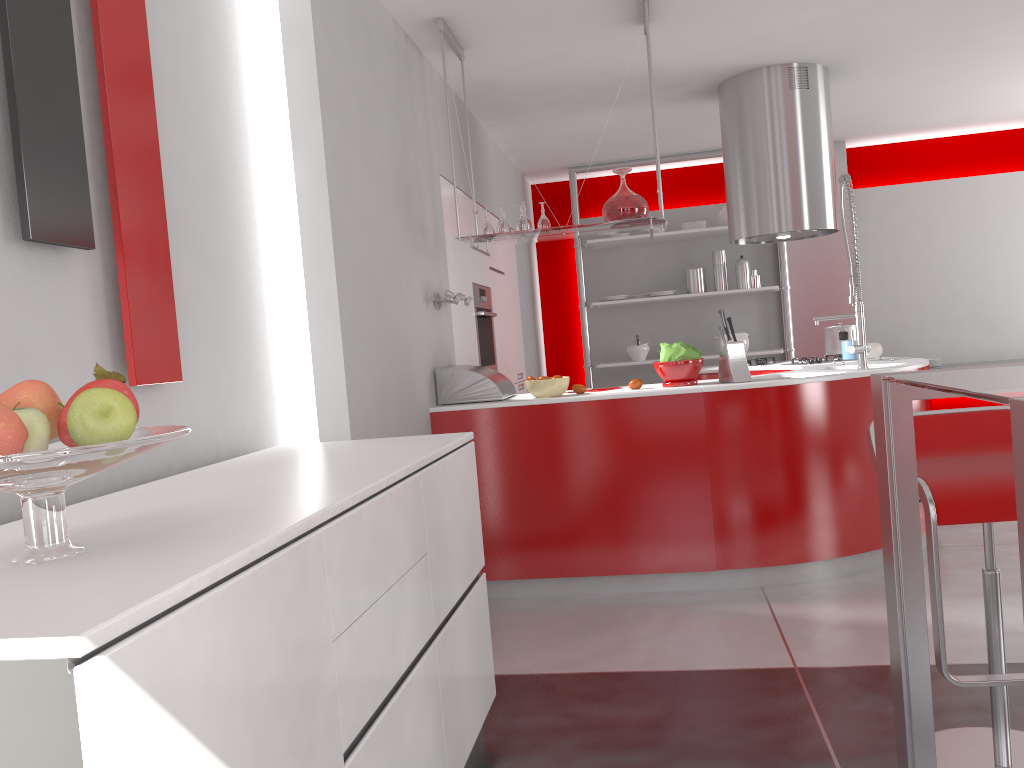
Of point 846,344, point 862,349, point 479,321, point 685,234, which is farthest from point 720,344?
point 862,349

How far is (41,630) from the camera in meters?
0.9

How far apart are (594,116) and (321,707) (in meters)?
5.13

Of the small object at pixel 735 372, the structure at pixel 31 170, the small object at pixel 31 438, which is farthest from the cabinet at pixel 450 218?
the small object at pixel 31 438

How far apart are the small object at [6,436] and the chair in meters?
1.8

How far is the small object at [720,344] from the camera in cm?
721

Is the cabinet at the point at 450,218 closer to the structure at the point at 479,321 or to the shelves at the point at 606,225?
the structure at the point at 479,321

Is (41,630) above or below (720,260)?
below

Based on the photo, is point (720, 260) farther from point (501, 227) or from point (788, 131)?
point (501, 227)

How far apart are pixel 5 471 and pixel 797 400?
3.26m
